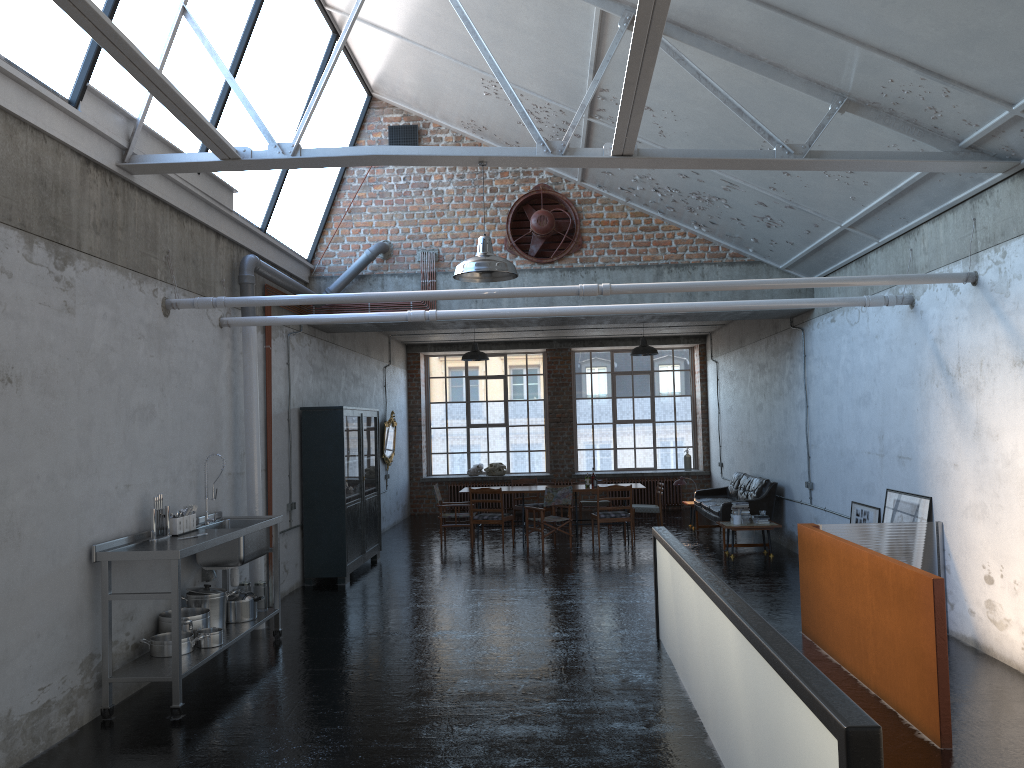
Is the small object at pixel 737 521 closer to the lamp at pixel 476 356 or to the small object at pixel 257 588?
the lamp at pixel 476 356

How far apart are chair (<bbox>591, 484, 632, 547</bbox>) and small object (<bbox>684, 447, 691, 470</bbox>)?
6.4 meters

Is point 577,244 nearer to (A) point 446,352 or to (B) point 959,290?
(B) point 959,290

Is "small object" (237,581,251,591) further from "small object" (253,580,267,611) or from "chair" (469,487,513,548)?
"chair" (469,487,513,548)

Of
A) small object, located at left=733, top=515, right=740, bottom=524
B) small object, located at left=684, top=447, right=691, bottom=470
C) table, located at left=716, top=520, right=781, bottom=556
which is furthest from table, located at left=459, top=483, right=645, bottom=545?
small object, located at left=684, top=447, right=691, bottom=470

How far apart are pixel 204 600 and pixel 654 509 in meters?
8.8

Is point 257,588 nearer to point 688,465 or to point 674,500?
point 674,500

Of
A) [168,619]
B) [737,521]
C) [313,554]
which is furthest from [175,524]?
[737,521]

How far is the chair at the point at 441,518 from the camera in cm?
1501

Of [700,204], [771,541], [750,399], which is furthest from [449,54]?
[771,541]
